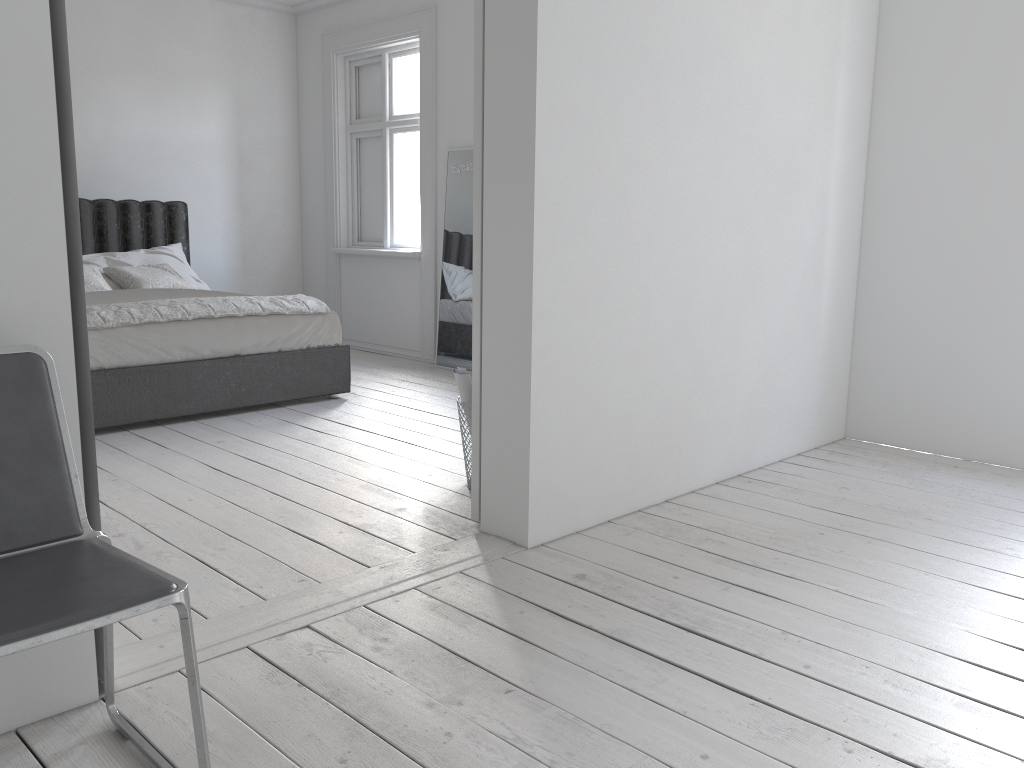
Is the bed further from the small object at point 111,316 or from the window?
the window

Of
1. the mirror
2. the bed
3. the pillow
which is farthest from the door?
the pillow

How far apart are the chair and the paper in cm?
178

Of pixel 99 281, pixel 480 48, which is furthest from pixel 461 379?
pixel 99 281

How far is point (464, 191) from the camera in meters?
6.2

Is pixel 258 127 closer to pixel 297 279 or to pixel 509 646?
pixel 297 279

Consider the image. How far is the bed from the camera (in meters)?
4.31

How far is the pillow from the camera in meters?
5.5

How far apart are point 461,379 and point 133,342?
1.91m

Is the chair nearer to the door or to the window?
the door
